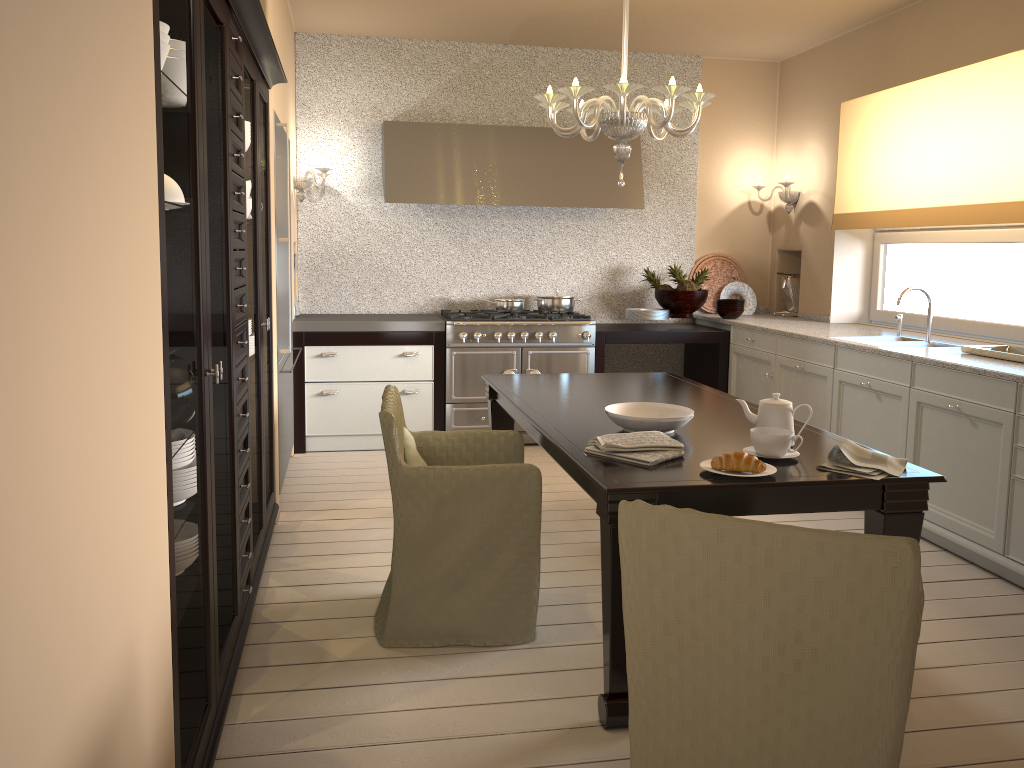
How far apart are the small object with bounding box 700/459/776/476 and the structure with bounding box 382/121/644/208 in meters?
3.5 m

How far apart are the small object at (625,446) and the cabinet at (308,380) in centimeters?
287cm

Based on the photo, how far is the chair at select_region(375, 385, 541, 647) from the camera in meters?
2.6

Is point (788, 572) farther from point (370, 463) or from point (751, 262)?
point (751, 262)

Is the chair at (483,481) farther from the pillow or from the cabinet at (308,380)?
the cabinet at (308,380)

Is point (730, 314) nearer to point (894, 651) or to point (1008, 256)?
point (1008, 256)

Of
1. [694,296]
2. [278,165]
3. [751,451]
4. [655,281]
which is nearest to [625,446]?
[751,451]

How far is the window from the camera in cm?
447

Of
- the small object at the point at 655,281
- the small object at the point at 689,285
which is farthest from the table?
the small object at the point at 655,281

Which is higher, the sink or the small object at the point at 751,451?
the sink
